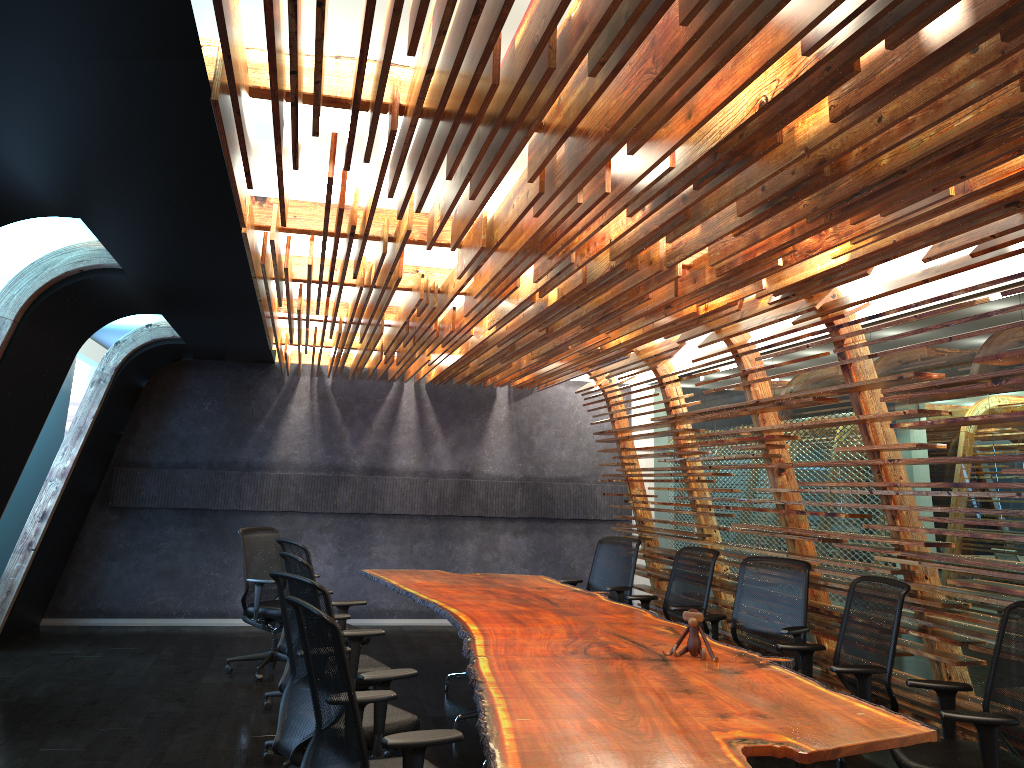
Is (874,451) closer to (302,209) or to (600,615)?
(600,615)

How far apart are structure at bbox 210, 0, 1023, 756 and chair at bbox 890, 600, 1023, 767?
0.28m

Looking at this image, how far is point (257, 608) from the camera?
8.0m

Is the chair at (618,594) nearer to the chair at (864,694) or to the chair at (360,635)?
the chair at (864,694)

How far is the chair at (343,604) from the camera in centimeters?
669cm

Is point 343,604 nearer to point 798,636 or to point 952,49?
point 798,636

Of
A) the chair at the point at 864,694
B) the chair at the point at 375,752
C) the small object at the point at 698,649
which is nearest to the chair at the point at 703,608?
the chair at the point at 864,694

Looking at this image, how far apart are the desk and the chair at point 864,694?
0.22m

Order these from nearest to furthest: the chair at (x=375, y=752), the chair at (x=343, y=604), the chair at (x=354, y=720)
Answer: the chair at (x=354, y=720), the chair at (x=375, y=752), the chair at (x=343, y=604)

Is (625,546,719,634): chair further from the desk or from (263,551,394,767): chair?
(263,551,394,767): chair
